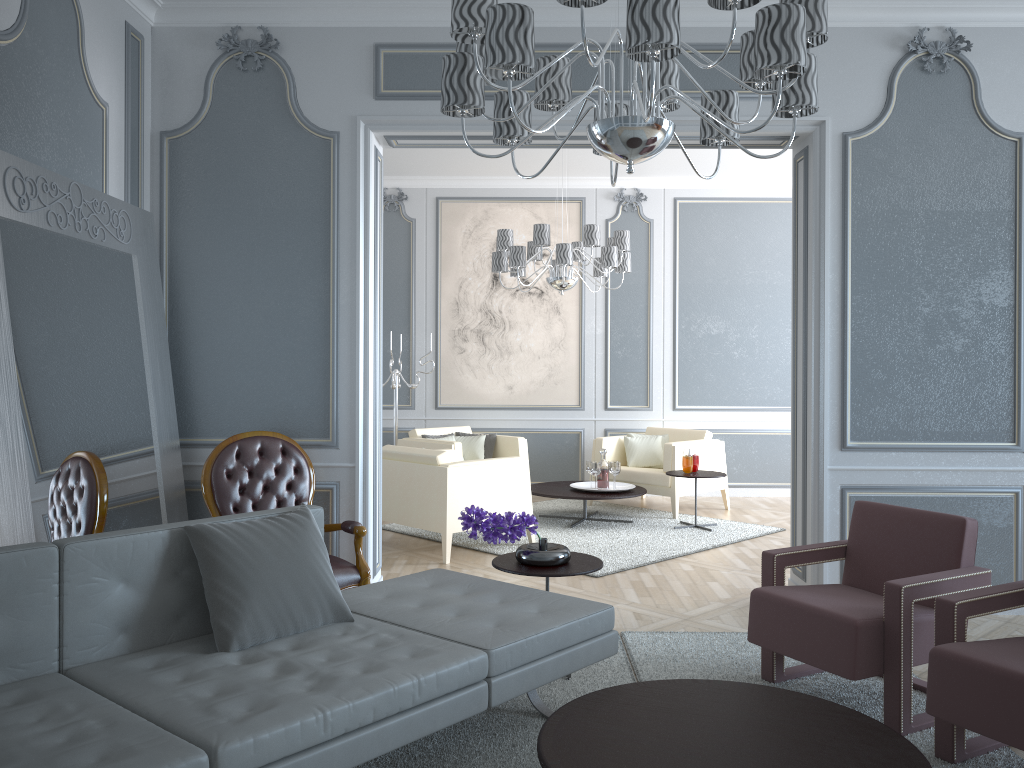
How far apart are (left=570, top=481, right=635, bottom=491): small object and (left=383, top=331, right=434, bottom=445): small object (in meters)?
1.68

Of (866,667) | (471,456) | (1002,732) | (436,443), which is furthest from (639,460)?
(1002,732)

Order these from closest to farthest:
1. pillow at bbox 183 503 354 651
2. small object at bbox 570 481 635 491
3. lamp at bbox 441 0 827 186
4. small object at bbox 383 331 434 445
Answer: lamp at bbox 441 0 827 186 < pillow at bbox 183 503 354 651 < small object at bbox 570 481 635 491 < small object at bbox 383 331 434 445

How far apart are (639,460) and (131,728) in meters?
5.5 m

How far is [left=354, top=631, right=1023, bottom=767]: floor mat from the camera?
2.5m

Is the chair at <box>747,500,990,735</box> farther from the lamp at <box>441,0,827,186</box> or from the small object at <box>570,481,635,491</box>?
the small object at <box>570,481,635,491</box>

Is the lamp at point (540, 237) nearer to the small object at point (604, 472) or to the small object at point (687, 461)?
the small object at point (604, 472)

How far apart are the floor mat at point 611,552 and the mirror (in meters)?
1.99

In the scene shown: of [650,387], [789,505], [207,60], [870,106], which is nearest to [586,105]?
[870,106]

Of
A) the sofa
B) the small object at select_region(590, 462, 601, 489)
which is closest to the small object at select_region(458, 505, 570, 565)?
the sofa
